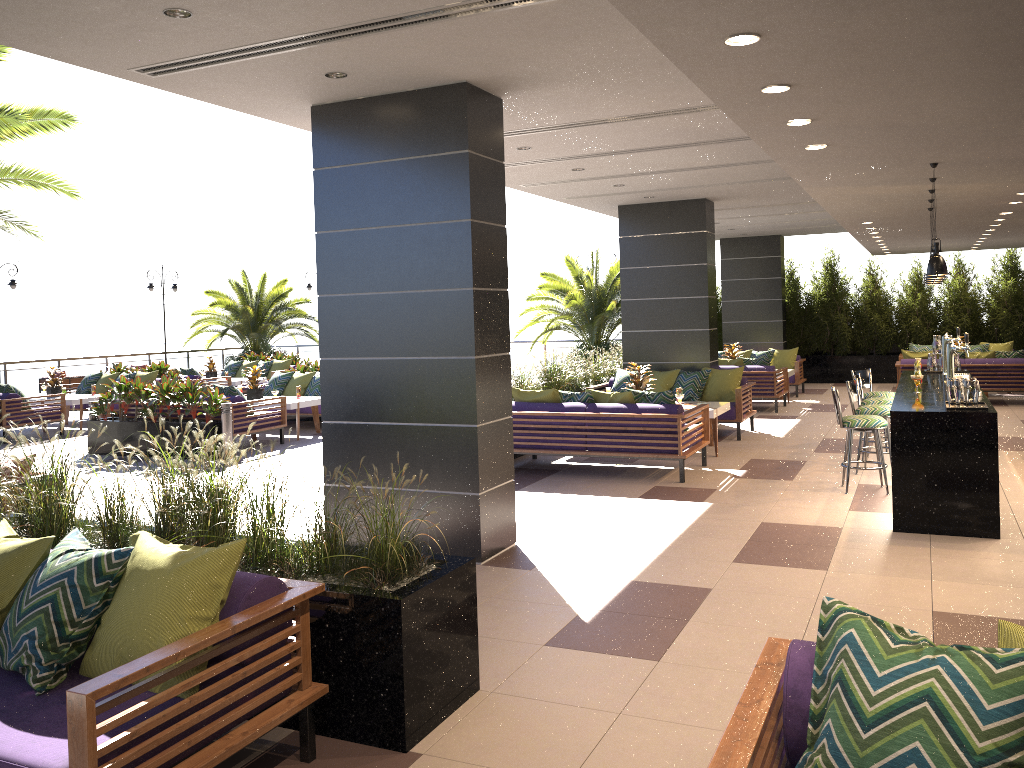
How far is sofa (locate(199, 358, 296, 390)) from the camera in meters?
19.6

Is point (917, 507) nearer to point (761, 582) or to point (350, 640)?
point (761, 582)

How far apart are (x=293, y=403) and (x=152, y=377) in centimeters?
488cm

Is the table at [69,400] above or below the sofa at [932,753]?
below

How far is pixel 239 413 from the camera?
11.72m

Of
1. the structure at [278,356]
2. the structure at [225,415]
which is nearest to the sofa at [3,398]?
the structure at [225,415]

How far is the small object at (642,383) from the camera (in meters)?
10.80

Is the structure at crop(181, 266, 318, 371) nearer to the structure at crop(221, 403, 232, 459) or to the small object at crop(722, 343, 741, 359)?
the structure at crop(221, 403, 232, 459)

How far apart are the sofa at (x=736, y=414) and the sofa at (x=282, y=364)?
9.03m

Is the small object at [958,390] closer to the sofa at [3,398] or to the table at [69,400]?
the sofa at [3,398]
